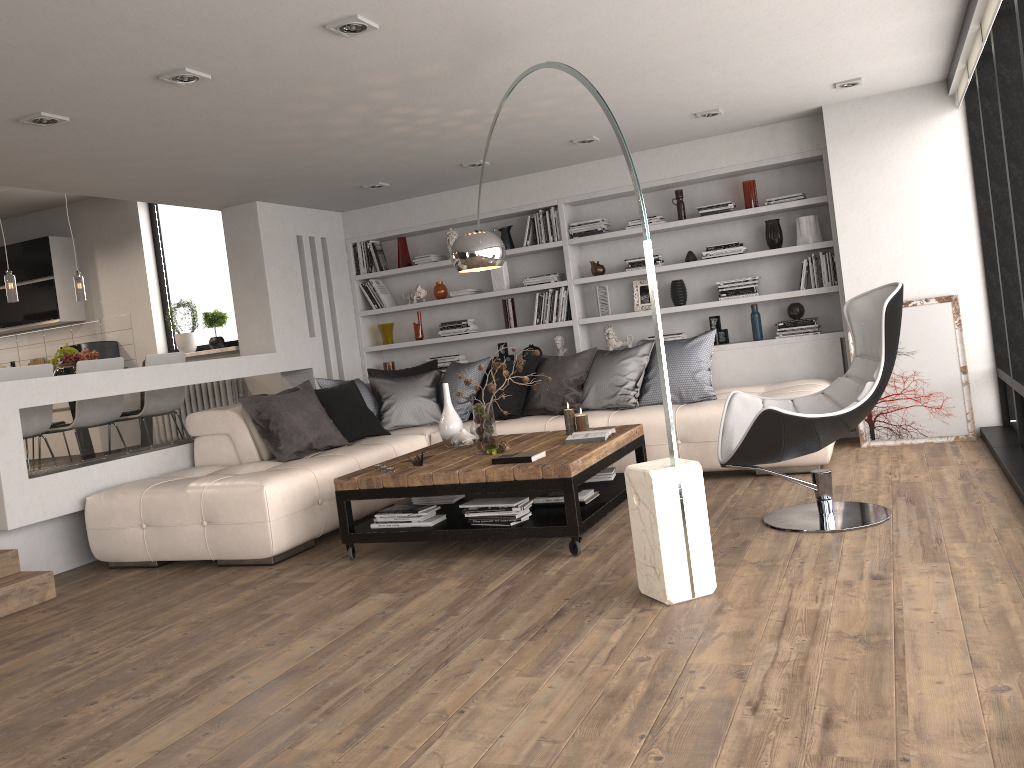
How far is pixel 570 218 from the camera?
7.6 meters

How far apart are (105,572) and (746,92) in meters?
4.9

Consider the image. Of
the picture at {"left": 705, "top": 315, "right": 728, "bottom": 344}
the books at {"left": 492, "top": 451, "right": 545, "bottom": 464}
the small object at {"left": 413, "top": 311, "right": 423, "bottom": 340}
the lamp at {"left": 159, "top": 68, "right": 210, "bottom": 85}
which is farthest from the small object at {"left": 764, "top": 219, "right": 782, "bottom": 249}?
the lamp at {"left": 159, "top": 68, "right": 210, "bottom": 85}

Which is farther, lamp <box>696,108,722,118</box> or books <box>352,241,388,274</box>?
books <box>352,241,388,274</box>

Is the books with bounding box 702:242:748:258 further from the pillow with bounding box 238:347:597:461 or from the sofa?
the pillow with bounding box 238:347:597:461

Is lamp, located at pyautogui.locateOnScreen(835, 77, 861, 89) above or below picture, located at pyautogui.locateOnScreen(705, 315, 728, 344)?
above

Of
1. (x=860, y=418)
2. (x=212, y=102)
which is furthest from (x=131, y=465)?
(x=860, y=418)

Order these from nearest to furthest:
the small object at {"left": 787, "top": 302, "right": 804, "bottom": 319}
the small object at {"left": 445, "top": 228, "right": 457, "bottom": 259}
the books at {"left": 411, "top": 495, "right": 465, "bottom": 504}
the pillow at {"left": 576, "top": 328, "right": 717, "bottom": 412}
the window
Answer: the window → the books at {"left": 411, "top": 495, "right": 465, "bottom": 504} → the pillow at {"left": 576, "top": 328, "right": 717, "bottom": 412} → the small object at {"left": 787, "top": 302, "right": 804, "bottom": 319} → the small object at {"left": 445, "top": 228, "right": 457, "bottom": 259}

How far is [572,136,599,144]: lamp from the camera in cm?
634

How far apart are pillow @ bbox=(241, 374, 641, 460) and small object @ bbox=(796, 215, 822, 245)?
4.2 meters
